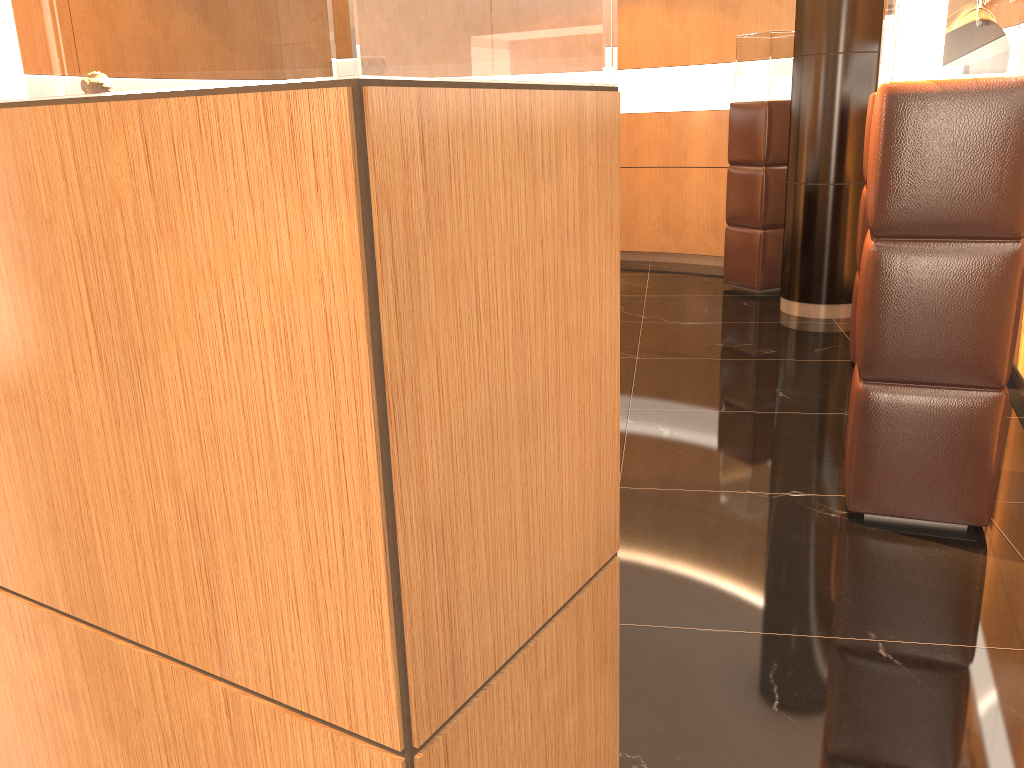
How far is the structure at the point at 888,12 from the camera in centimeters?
452cm

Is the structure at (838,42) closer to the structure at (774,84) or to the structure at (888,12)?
the structure at (774,84)

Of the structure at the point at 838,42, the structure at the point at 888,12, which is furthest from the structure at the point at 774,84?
the structure at the point at 888,12

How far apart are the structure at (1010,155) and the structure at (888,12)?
1.9m

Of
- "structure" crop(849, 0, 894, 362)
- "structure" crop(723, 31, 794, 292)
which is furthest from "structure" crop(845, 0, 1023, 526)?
"structure" crop(723, 31, 794, 292)

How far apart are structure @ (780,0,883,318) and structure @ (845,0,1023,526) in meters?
3.2 m

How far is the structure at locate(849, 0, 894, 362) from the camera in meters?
4.5 m

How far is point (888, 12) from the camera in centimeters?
452cm

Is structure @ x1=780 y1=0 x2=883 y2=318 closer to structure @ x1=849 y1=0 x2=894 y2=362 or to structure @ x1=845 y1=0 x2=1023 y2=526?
structure @ x1=849 y1=0 x2=894 y2=362

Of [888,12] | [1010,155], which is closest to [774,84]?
[888,12]
